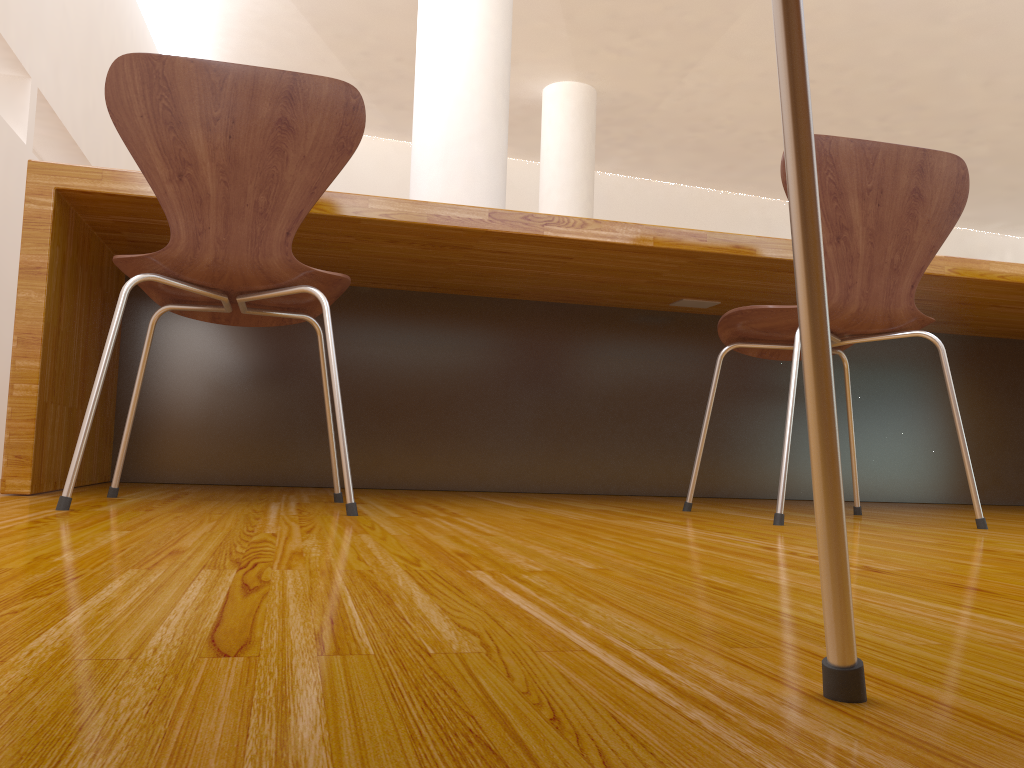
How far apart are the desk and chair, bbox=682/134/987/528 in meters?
0.2 m

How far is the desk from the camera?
1.77m

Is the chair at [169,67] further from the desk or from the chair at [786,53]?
the chair at [786,53]

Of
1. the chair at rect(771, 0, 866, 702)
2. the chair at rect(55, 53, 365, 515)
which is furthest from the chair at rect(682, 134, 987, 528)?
the chair at rect(771, 0, 866, 702)

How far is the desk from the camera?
1.77m

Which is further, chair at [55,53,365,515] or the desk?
the desk

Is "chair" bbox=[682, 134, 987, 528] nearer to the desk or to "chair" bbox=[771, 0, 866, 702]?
the desk

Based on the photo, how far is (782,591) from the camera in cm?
69

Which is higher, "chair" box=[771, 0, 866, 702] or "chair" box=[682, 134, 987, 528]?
"chair" box=[682, 134, 987, 528]

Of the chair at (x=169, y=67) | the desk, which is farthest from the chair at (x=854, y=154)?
the chair at (x=169, y=67)
